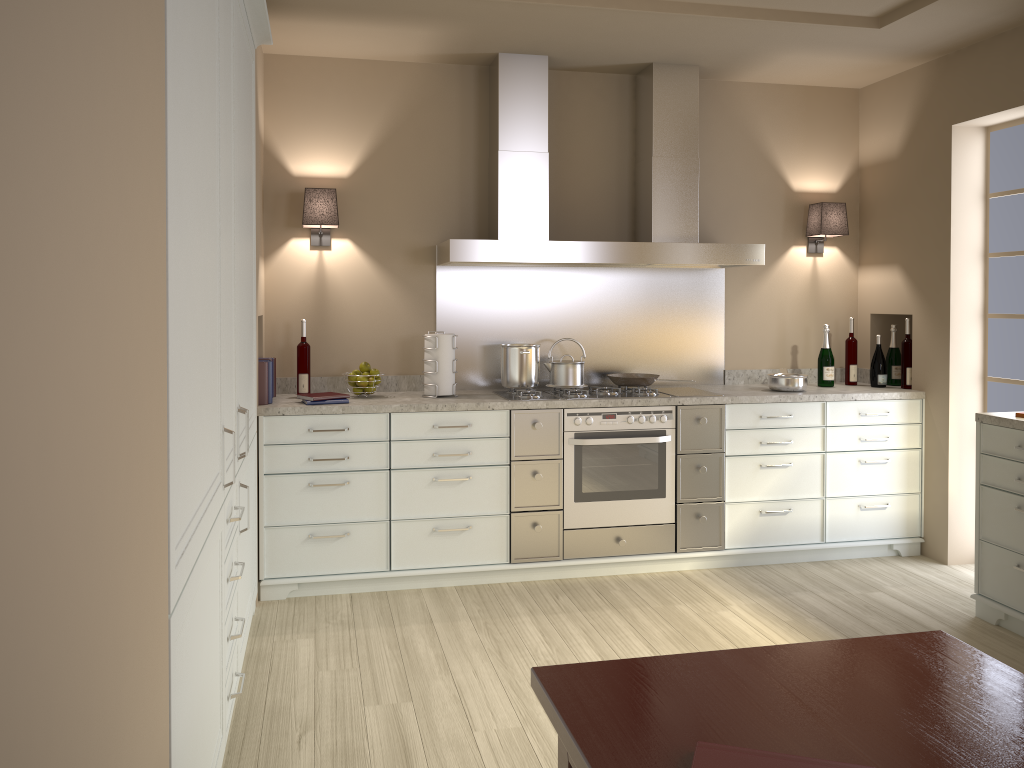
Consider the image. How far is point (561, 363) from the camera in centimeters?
426cm

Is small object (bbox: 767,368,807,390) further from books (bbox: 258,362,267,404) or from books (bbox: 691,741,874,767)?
books (bbox: 691,741,874,767)

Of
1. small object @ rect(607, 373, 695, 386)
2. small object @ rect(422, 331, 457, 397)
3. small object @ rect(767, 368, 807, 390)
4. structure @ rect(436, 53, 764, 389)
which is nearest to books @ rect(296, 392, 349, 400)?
small object @ rect(422, 331, 457, 397)

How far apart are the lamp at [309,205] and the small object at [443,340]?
0.7 meters

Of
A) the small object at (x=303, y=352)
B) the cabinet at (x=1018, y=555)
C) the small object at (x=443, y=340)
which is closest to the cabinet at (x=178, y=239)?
the small object at (x=303, y=352)

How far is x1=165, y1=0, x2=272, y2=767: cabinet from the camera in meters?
1.6

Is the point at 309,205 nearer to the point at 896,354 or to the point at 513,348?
the point at 513,348

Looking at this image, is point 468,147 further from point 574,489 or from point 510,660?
point 510,660

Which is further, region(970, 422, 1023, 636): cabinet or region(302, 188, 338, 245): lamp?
region(302, 188, 338, 245): lamp

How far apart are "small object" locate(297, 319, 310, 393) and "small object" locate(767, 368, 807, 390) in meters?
2.3
